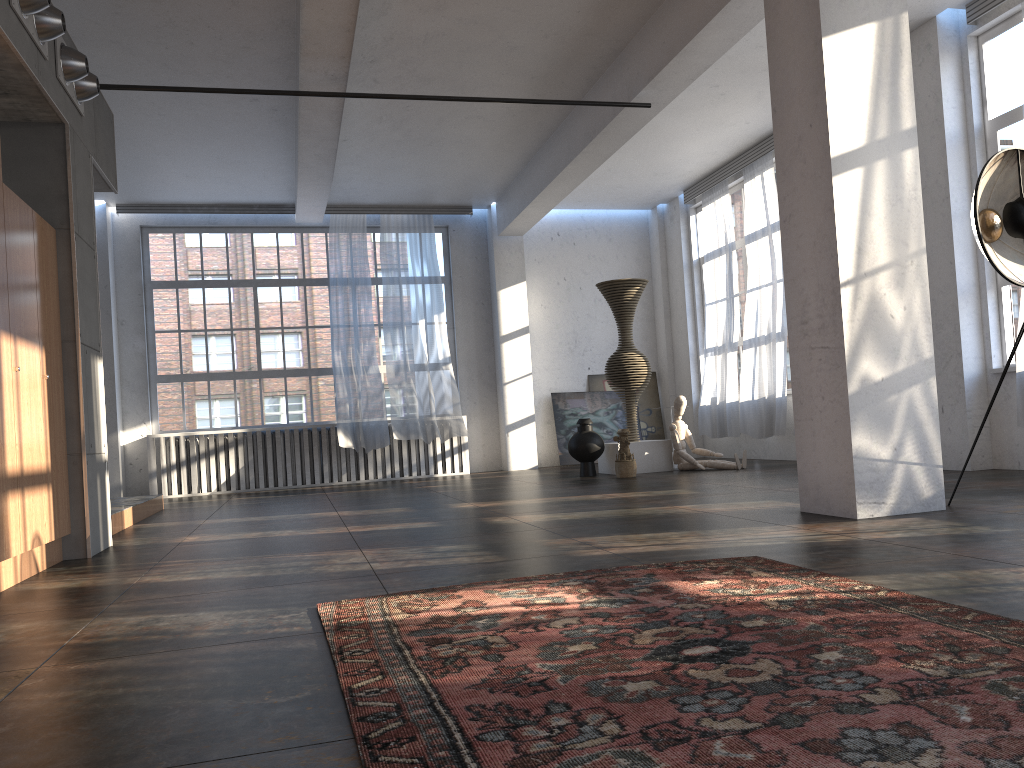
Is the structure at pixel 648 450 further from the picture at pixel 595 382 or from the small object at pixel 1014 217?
the small object at pixel 1014 217

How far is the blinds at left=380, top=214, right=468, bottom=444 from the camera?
12.38m

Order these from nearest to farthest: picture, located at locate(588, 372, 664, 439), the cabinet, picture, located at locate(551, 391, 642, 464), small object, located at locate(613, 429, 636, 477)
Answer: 1. the cabinet
2. small object, located at locate(613, 429, 636, 477)
3. picture, located at locate(551, 391, 642, 464)
4. picture, located at locate(588, 372, 664, 439)

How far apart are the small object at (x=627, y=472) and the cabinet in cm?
575

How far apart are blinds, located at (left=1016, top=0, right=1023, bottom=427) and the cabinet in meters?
6.9 m

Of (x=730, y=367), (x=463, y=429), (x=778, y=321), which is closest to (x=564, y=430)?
(x=463, y=429)

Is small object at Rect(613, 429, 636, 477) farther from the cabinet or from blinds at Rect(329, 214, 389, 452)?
the cabinet

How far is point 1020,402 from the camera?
6.9m

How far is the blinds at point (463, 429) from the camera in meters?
12.4

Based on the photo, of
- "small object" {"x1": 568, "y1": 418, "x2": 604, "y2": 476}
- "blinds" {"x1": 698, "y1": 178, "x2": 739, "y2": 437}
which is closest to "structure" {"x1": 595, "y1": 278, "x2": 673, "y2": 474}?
"small object" {"x1": 568, "y1": 418, "x2": 604, "y2": 476}
